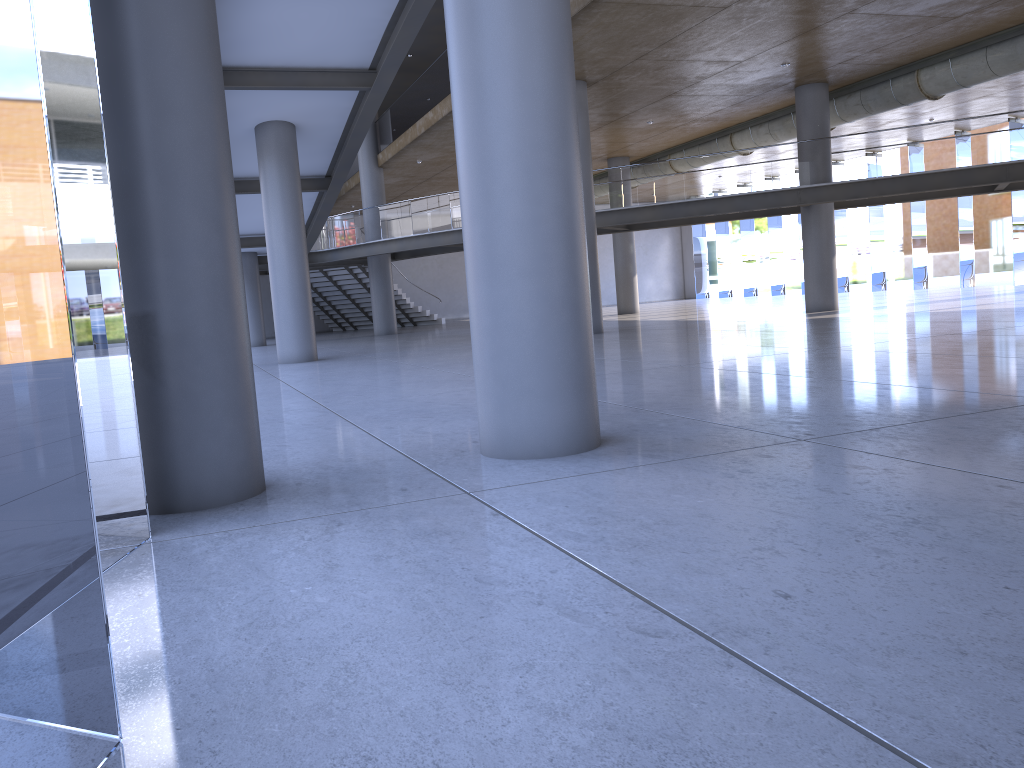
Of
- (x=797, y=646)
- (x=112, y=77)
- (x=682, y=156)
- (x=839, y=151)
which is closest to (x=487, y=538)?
(x=797, y=646)
